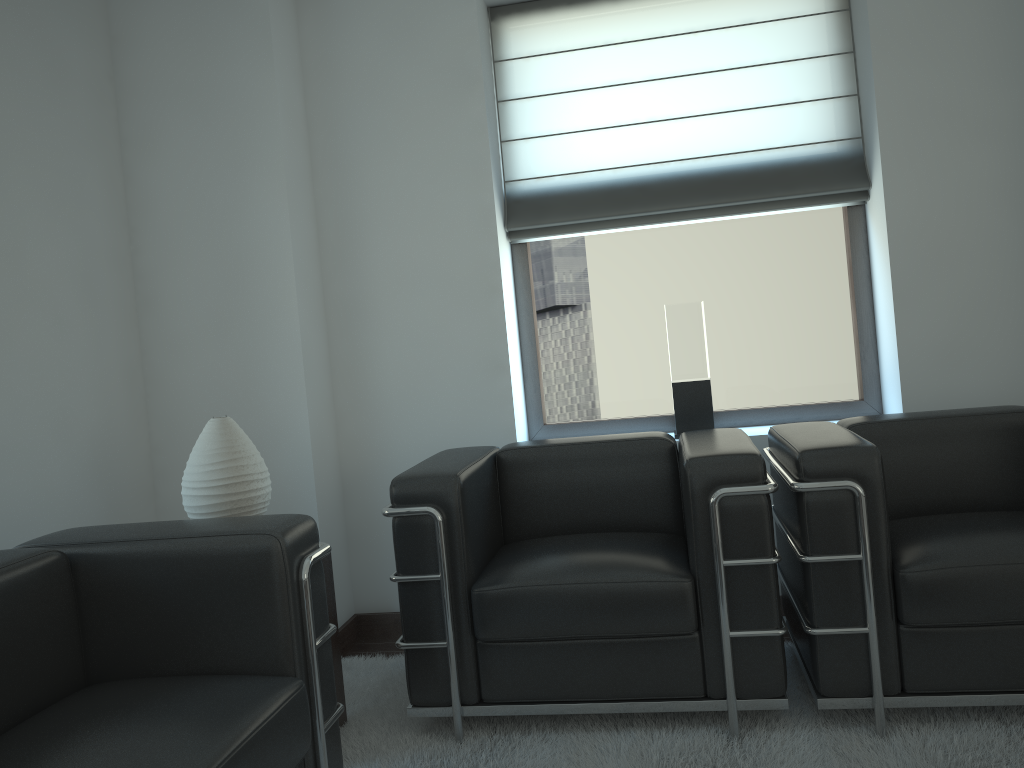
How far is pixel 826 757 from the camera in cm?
334

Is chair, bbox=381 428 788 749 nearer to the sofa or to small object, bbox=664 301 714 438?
the sofa

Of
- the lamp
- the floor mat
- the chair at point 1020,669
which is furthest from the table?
the chair at point 1020,669

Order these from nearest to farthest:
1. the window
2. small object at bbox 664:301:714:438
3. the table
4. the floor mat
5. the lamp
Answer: the floor mat → the lamp → the table → small object at bbox 664:301:714:438 → the window

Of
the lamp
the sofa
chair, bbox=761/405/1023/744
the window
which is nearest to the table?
the lamp

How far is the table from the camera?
4.05m

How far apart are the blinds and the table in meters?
2.3 m

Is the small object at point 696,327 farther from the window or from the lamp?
the lamp

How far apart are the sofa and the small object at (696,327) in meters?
2.6

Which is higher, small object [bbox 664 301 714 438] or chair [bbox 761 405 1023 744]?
small object [bbox 664 301 714 438]
